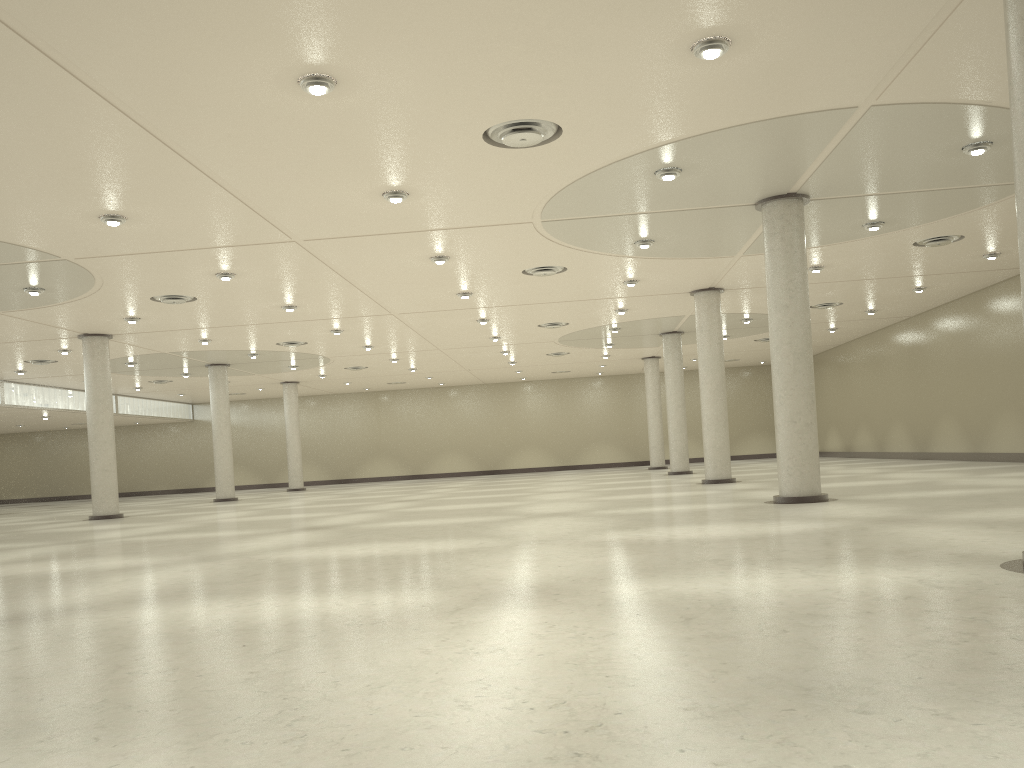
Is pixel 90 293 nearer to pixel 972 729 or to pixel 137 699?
pixel 137 699
